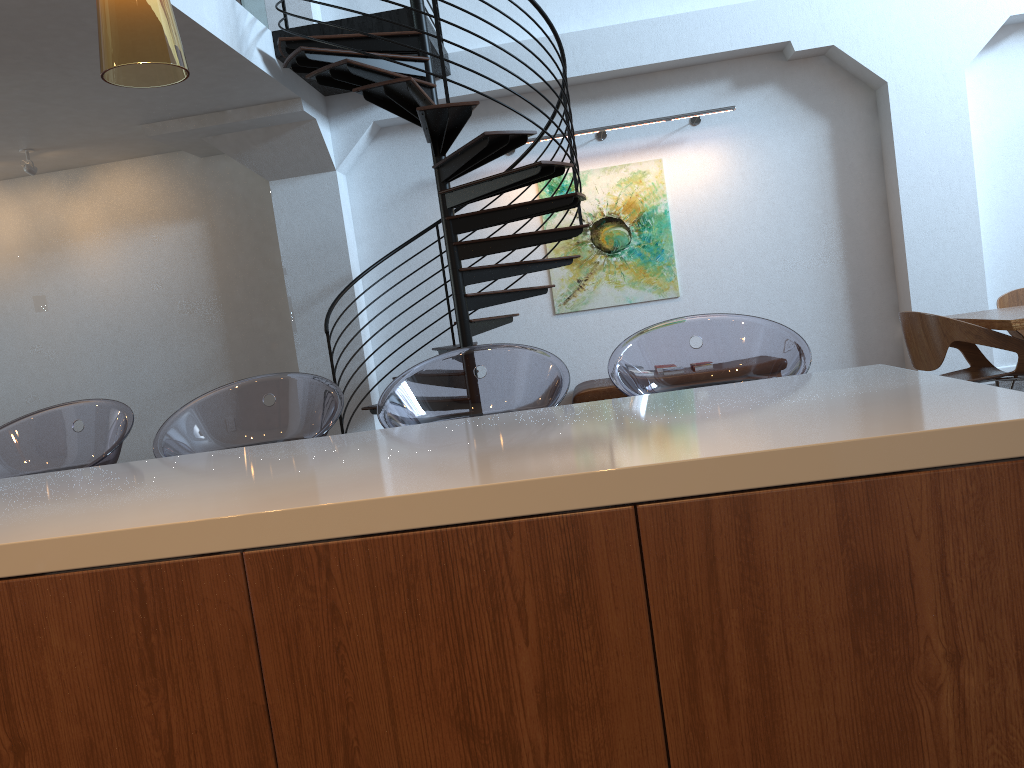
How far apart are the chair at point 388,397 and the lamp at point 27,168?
6.2m

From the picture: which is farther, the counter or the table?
the table

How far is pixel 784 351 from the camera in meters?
2.4 m

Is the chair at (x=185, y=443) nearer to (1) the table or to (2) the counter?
(2) the counter

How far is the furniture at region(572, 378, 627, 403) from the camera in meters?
7.0

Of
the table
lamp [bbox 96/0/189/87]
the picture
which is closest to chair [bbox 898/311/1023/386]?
the table

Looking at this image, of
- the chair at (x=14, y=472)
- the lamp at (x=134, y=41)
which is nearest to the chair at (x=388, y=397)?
the chair at (x=14, y=472)

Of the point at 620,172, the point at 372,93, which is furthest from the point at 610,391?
the point at 372,93

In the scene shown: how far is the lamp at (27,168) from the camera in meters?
7.2 m

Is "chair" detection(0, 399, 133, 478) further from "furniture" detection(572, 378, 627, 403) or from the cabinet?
"furniture" detection(572, 378, 627, 403)
